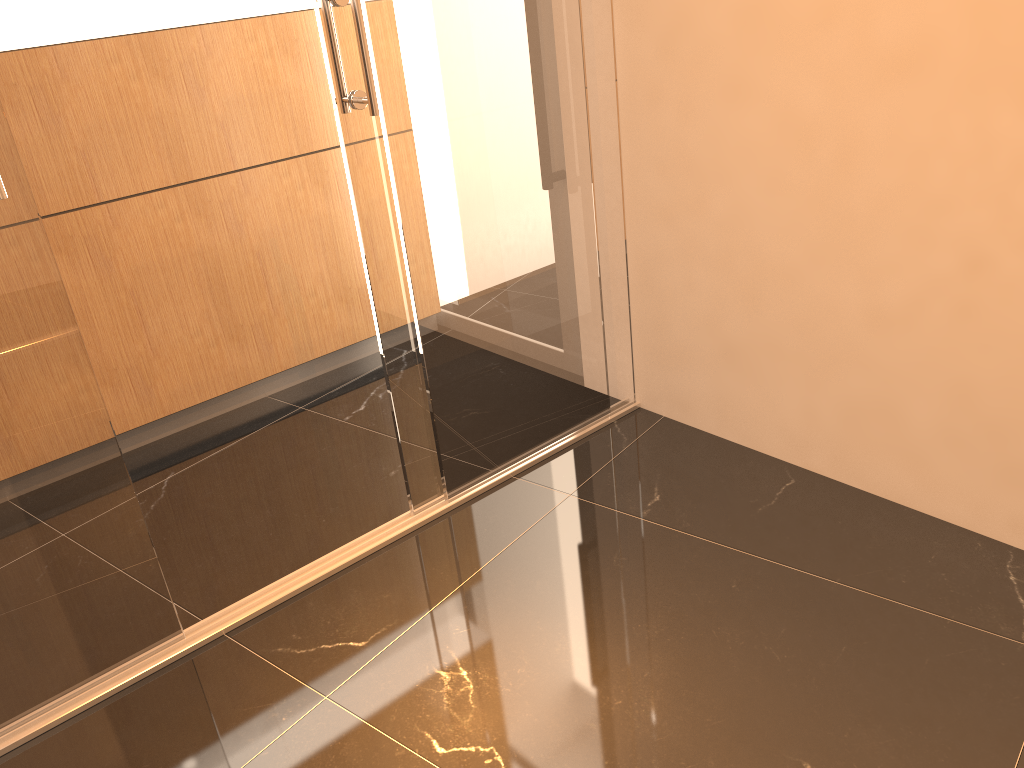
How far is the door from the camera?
1.9m

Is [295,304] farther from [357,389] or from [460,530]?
[460,530]

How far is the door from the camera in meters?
1.9 m

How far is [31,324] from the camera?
1.9m
